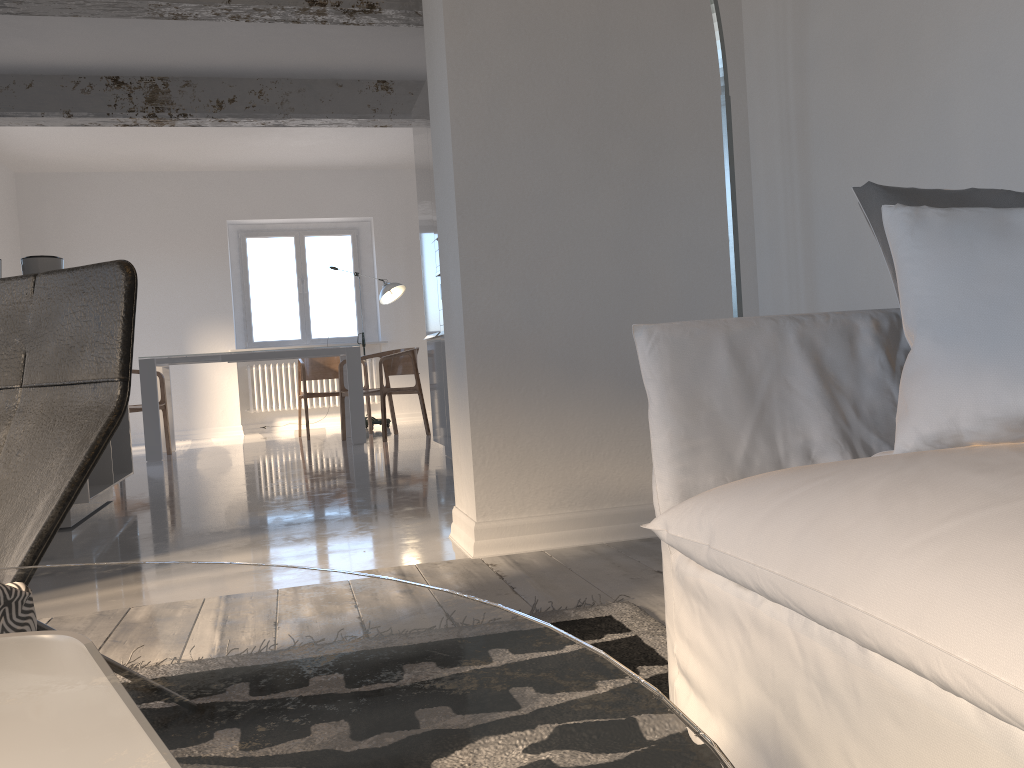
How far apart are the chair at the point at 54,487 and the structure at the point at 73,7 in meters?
3.6 m

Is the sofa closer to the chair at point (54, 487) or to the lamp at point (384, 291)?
the chair at point (54, 487)

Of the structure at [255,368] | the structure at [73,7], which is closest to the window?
the structure at [255,368]

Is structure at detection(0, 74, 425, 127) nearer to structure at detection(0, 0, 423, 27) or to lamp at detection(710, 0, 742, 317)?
structure at detection(0, 0, 423, 27)

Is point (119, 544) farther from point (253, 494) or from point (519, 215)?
point (519, 215)

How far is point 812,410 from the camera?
1.49m

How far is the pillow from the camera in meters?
1.4 m

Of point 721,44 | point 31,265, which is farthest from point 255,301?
point 721,44

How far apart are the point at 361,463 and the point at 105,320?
4.5 meters

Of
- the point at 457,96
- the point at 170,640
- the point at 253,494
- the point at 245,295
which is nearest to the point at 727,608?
the point at 170,640
